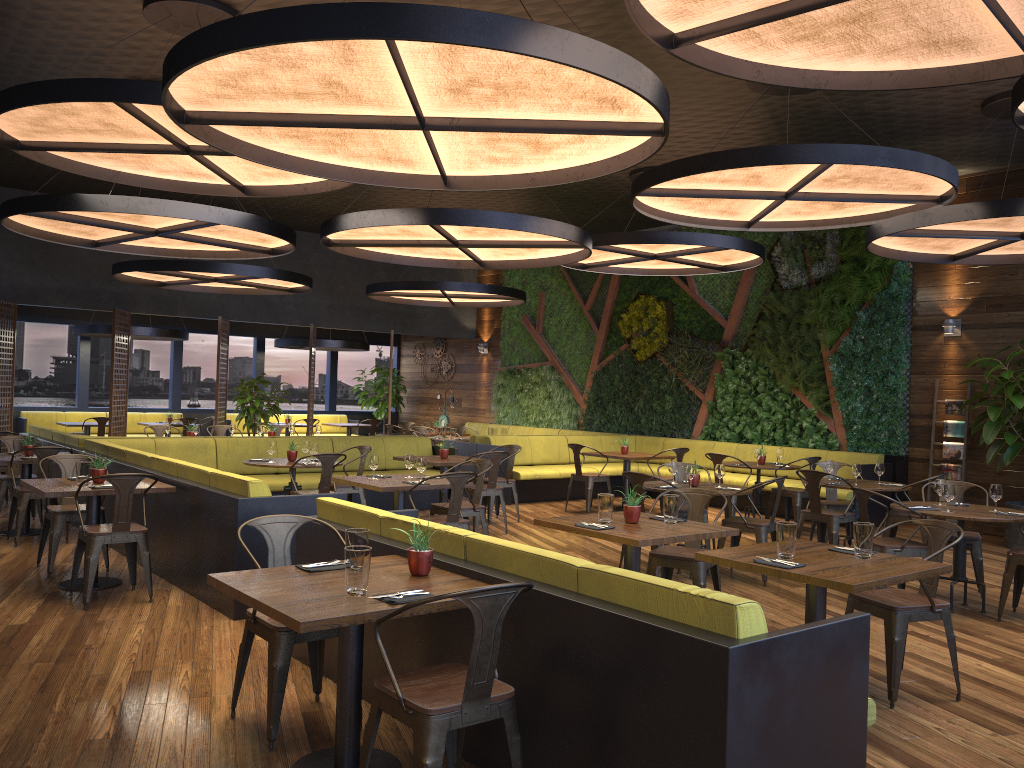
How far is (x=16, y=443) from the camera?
8.6m

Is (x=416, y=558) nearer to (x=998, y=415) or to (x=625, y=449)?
(x=998, y=415)

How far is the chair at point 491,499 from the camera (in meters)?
10.38

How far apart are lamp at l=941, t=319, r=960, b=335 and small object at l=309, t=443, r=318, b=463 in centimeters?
791cm

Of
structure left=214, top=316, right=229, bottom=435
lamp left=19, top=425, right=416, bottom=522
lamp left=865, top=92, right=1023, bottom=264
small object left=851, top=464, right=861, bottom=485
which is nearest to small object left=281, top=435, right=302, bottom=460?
lamp left=19, top=425, right=416, bottom=522

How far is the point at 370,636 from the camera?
4.4 meters

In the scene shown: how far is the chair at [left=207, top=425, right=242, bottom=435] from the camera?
13.5 meters

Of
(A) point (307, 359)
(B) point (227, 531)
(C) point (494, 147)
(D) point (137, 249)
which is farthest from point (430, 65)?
(A) point (307, 359)

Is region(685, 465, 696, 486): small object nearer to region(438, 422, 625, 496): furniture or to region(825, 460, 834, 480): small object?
region(825, 460, 834, 480): small object

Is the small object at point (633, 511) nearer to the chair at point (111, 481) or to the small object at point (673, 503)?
the small object at point (673, 503)
